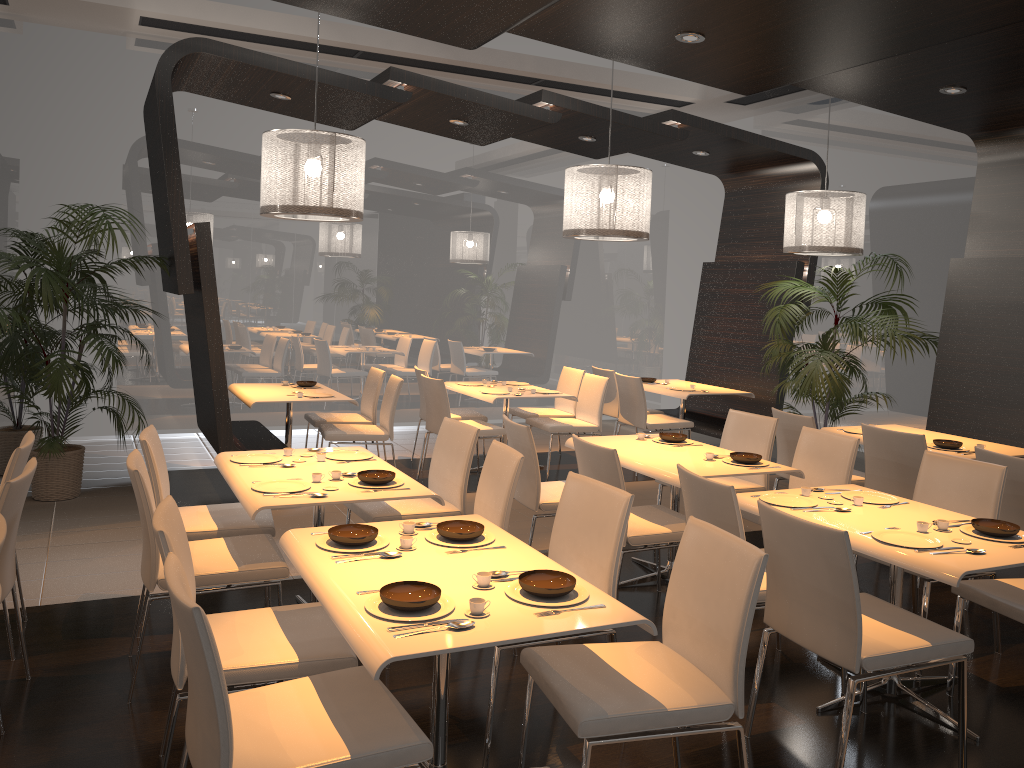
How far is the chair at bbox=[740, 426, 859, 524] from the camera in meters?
4.8 m

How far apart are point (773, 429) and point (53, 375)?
4.7 meters

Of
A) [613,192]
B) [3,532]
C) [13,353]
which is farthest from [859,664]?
[13,353]

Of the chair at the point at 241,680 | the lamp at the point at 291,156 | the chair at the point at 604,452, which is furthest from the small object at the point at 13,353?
the chair at the point at 604,452

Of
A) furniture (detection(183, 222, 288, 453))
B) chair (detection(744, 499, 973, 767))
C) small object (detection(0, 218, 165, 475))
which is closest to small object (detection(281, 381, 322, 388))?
furniture (detection(183, 222, 288, 453))

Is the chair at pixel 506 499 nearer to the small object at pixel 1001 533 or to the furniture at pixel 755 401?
the small object at pixel 1001 533

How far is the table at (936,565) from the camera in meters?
3.0 m

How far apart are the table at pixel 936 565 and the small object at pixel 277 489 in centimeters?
187cm

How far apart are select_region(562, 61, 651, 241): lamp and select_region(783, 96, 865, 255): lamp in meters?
1.5 m

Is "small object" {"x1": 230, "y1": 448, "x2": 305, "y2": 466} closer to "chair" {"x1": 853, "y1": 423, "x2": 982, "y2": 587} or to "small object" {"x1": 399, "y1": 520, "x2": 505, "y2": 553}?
"small object" {"x1": 399, "y1": 520, "x2": 505, "y2": 553}
